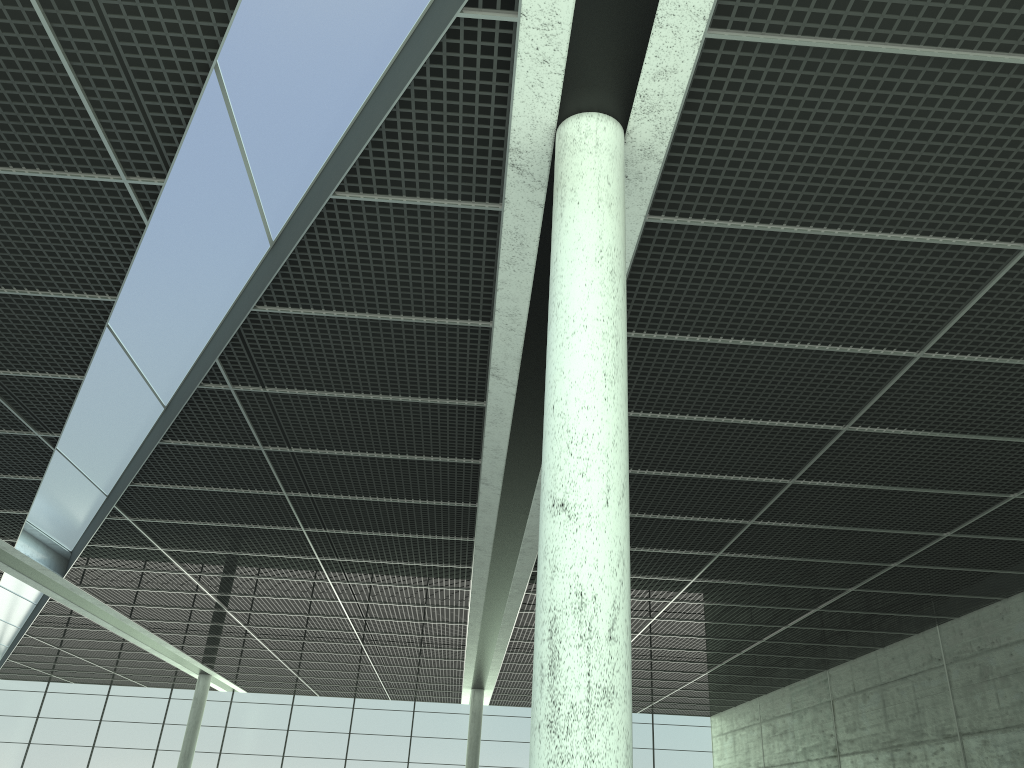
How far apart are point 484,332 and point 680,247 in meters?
7.9 m
